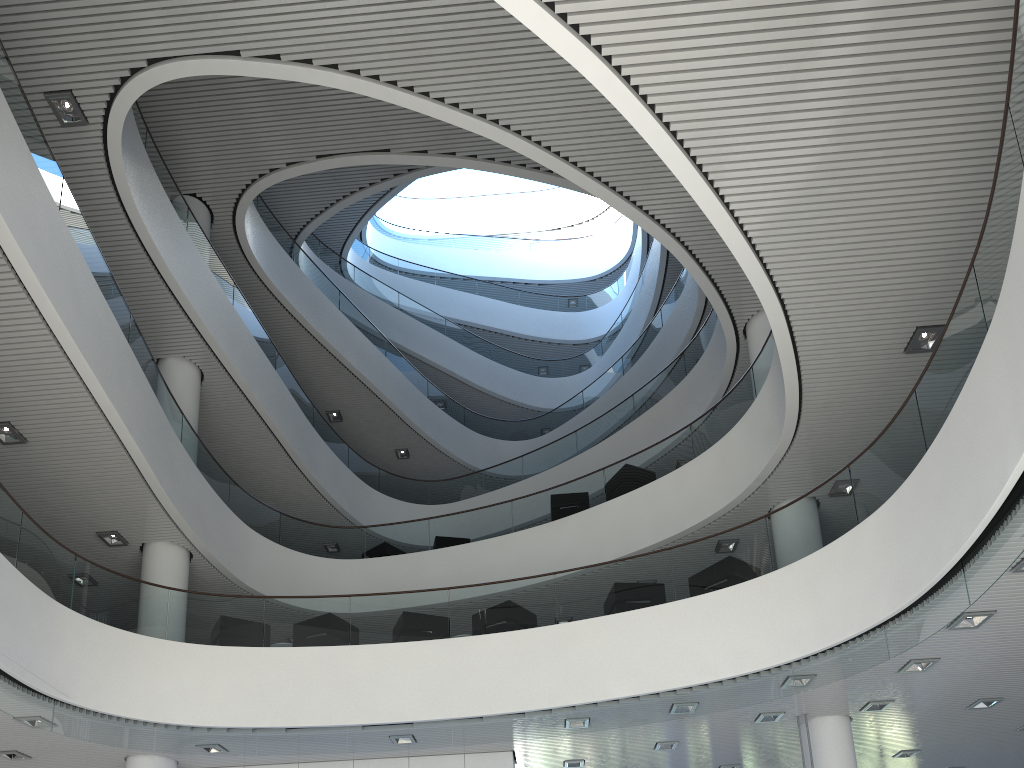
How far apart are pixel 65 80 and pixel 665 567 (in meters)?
6.49
